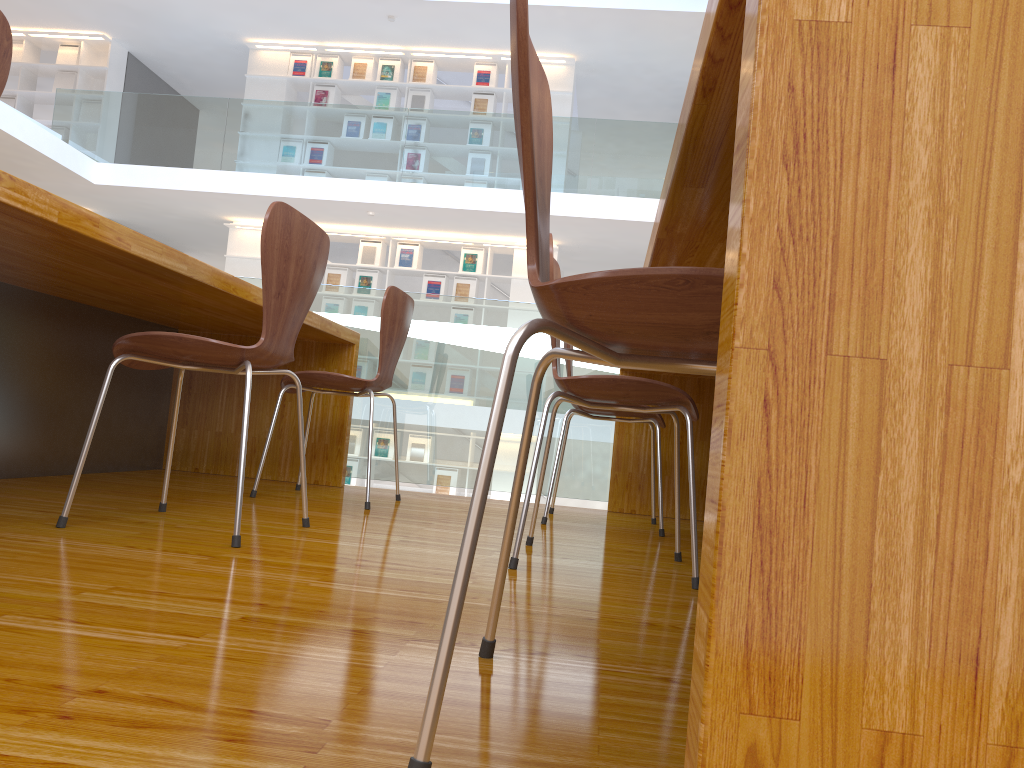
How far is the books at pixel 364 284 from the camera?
9.6m

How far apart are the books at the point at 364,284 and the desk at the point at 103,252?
6.2 meters

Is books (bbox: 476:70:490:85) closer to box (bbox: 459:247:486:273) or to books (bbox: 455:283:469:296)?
box (bbox: 459:247:486:273)

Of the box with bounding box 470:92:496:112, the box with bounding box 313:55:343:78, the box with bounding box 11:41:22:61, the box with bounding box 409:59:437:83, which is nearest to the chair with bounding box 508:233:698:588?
the box with bounding box 470:92:496:112

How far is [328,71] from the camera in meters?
9.8 m

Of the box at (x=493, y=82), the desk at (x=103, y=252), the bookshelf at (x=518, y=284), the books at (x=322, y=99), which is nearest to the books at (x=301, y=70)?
the books at (x=322, y=99)

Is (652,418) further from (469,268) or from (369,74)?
(369,74)

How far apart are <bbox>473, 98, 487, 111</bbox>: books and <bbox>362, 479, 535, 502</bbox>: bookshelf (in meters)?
4.17

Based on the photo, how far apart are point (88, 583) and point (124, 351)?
0.7m

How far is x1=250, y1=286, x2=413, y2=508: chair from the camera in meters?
2.7 m
